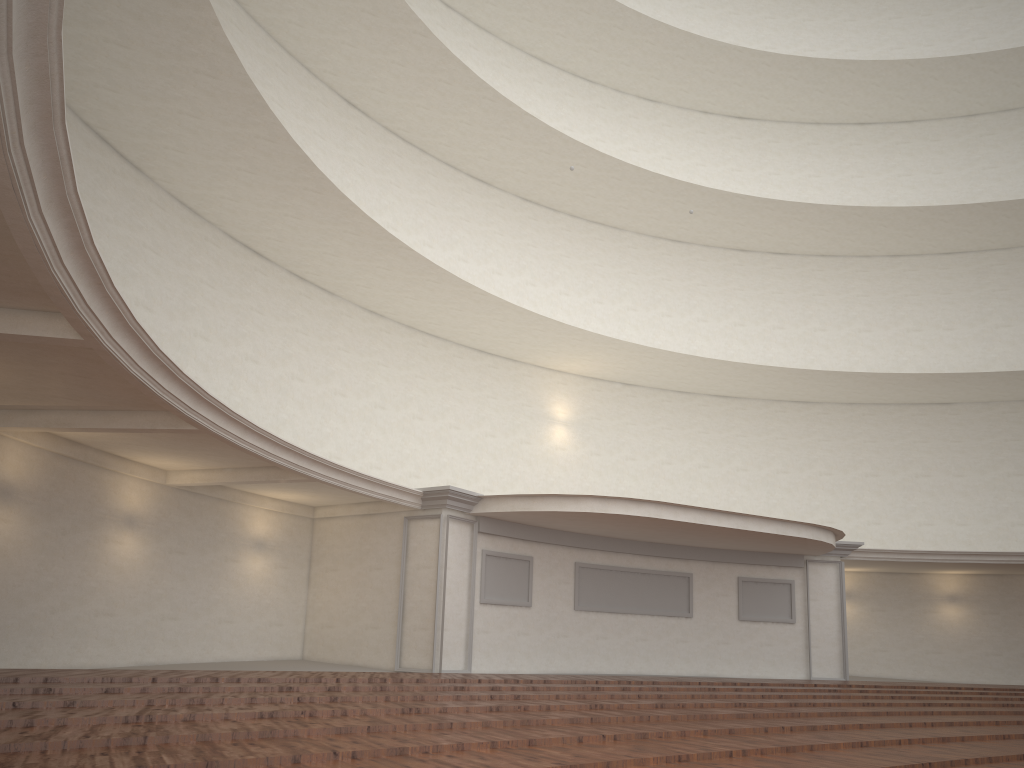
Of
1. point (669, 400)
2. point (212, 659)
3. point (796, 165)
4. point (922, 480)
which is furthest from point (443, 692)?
point (796, 165)

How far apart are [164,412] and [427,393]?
9.7m
